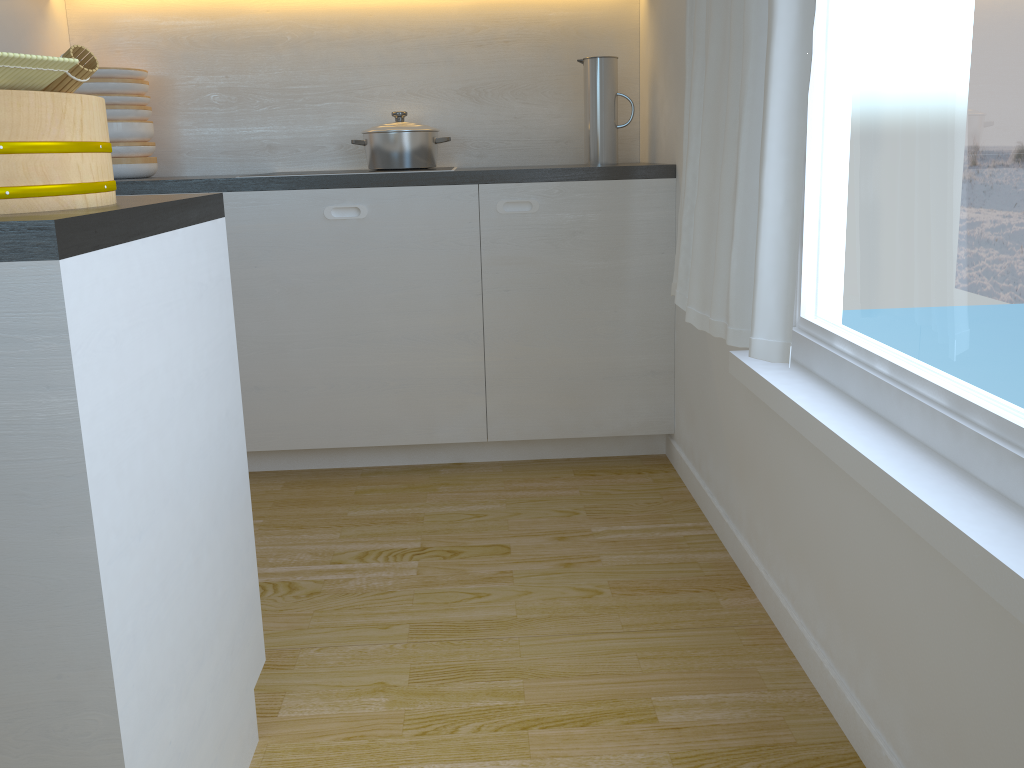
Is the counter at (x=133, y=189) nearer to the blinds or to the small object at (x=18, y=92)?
the blinds

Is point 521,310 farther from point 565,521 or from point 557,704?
point 557,704

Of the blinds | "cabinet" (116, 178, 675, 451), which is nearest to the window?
the blinds

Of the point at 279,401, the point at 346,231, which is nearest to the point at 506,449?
the point at 279,401

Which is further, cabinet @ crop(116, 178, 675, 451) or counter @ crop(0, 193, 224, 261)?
cabinet @ crop(116, 178, 675, 451)

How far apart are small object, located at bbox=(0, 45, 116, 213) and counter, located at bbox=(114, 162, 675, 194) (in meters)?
1.49

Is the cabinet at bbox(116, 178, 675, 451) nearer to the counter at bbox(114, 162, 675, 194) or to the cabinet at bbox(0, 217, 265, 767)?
the counter at bbox(114, 162, 675, 194)

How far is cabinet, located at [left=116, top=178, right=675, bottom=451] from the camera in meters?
2.6 m

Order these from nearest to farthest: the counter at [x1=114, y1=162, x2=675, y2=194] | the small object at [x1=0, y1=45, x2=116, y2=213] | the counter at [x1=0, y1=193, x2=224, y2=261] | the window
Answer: the counter at [x1=0, y1=193, x2=224, y2=261], the small object at [x1=0, y1=45, x2=116, y2=213], the window, the counter at [x1=114, y1=162, x2=675, y2=194]

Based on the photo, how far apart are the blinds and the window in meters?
0.1
